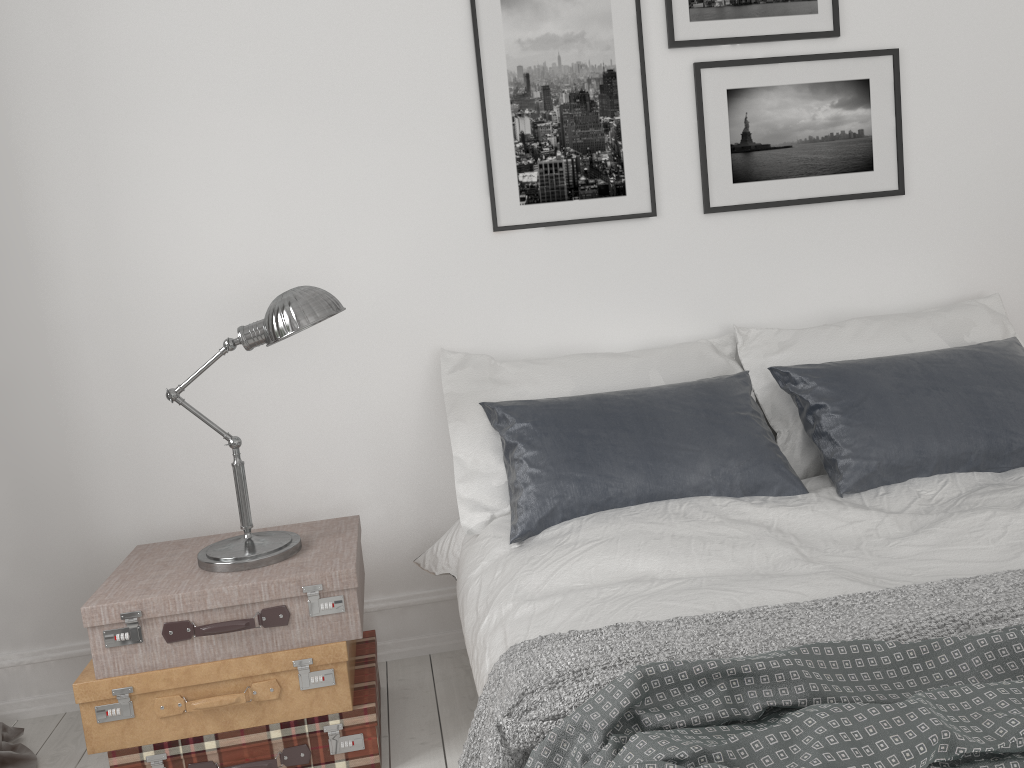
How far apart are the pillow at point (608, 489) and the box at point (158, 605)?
0.4 meters

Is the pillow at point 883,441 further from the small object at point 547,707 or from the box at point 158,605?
the box at point 158,605

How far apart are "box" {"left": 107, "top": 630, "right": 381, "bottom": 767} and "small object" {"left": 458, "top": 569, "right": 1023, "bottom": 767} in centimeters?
61cm

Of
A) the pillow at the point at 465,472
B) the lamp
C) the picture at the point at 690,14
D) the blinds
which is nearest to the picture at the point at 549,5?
the picture at the point at 690,14

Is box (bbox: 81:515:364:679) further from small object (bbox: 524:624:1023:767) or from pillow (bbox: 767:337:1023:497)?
pillow (bbox: 767:337:1023:497)

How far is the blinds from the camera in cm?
246

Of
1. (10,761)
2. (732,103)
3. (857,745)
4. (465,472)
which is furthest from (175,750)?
(732,103)

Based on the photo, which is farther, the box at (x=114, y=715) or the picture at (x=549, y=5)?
the picture at (x=549, y=5)

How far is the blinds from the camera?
2.46m

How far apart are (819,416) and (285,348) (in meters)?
1.63
